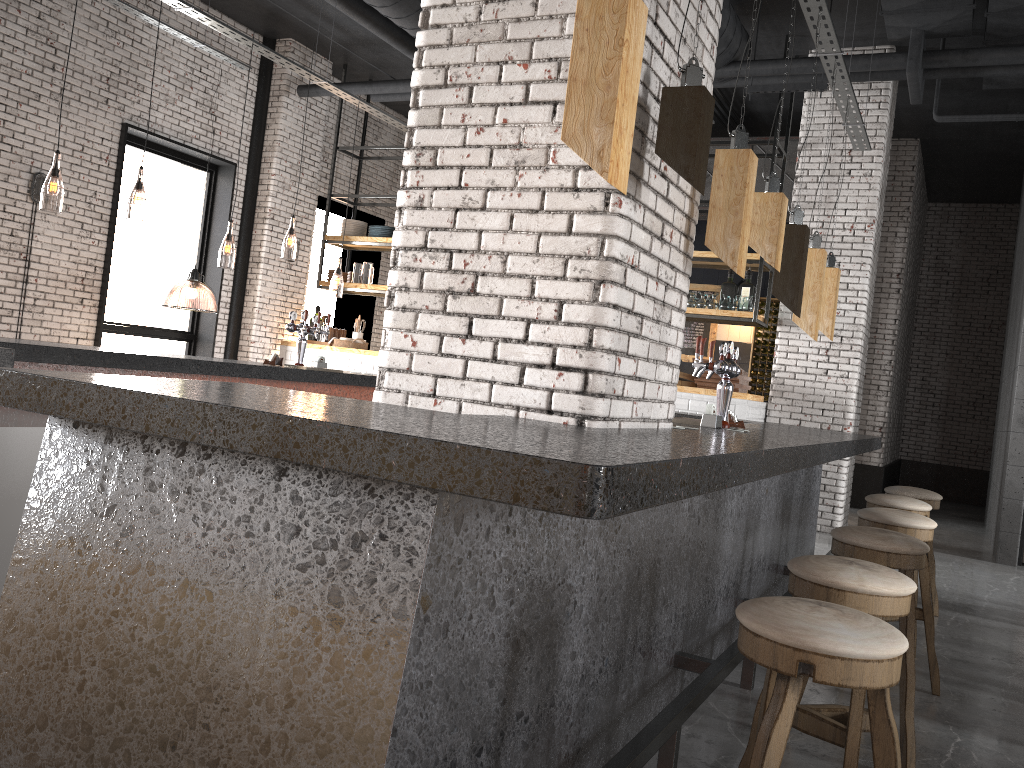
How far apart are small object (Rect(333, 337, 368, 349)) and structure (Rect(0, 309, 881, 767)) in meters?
3.8

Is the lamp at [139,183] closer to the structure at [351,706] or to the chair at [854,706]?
the structure at [351,706]

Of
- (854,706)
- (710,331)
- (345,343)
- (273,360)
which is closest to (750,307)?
(710,331)

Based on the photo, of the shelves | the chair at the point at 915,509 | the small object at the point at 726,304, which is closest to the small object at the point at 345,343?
the shelves

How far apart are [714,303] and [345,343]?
4.4m

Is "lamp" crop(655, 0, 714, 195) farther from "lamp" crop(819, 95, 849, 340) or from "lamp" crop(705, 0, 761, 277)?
"lamp" crop(819, 95, 849, 340)

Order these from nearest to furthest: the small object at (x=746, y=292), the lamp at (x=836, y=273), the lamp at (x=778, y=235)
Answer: the lamp at (x=778, y=235)
the lamp at (x=836, y=273)
the small object at (x=746, y=292)

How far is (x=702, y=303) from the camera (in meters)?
9.33

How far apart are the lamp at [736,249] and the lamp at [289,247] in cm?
855

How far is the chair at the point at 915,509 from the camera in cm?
472
